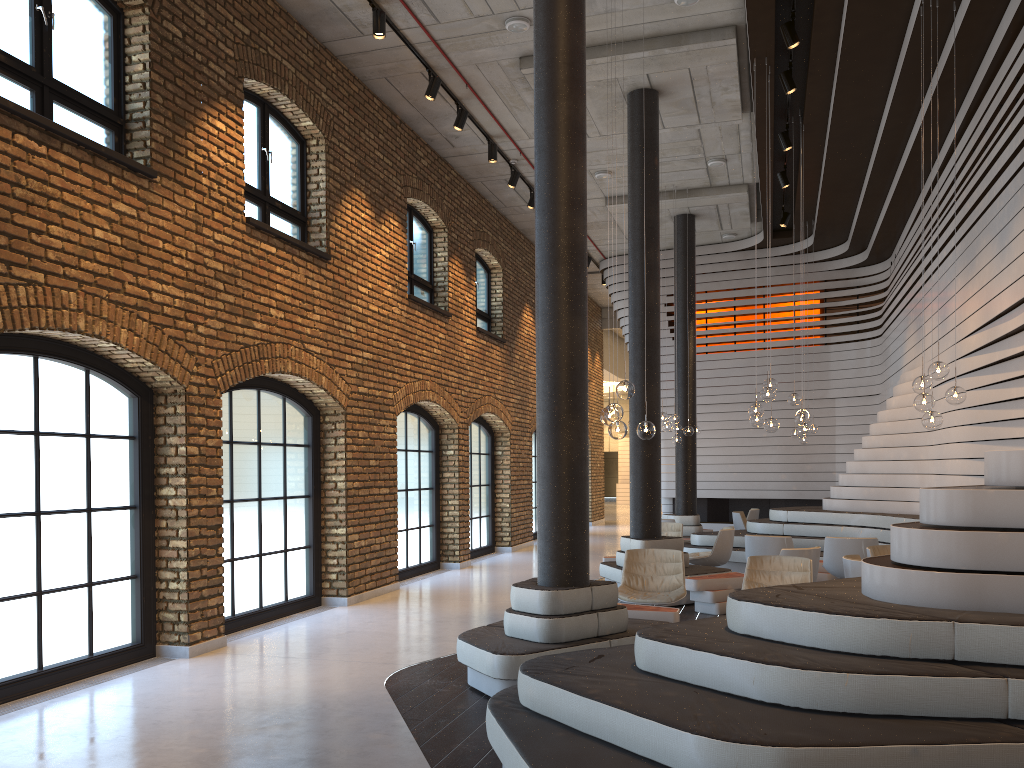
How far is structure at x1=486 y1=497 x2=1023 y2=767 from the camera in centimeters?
313cm

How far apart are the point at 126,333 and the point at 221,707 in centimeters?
285cm

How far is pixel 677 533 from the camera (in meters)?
12.37

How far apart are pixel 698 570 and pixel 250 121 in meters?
6.9 m

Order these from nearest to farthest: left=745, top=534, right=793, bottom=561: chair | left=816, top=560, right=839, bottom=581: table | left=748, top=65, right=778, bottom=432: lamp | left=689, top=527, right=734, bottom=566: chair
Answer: left=748, top=65, right=778, bottom=432: lamp, left=745, top=534, right=793, bottom=561: chair, left=816, top=560, right=839, bottom=581: table, left=689, top=527, right=734, bottom=566: chair

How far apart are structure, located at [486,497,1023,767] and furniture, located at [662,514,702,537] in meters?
1.8

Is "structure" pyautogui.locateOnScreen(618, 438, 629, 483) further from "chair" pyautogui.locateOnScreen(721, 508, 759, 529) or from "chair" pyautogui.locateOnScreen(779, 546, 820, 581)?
"chair" pyautogui.locateOnScreen(779, 546, 820, 581)

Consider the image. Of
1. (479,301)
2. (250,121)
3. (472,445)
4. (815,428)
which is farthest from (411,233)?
(815,428)

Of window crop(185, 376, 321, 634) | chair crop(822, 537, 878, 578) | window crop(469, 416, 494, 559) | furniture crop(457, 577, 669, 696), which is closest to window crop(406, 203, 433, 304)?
window crop(469, 416, 494, 559)

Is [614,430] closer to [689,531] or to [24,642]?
[24,642]
